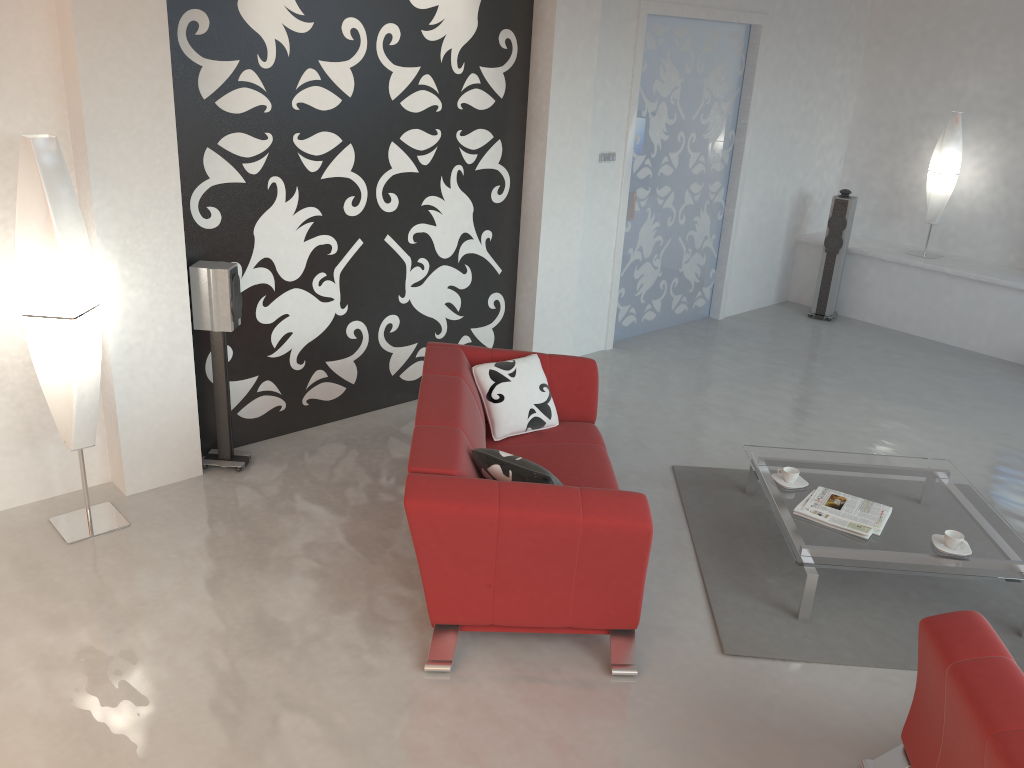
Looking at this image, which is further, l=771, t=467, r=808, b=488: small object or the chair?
l=771, t=467, r=808, b=488: small object

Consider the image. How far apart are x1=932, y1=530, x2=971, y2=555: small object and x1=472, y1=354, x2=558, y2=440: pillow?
1.8m

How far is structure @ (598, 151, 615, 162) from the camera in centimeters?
633cm

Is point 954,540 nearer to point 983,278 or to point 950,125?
point 983,278

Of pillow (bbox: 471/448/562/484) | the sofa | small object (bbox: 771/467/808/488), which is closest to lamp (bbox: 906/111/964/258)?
small object (bbox: 771/467/808/488)

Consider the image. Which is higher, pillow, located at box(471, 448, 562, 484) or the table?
pillow, located at box(471, 448, 562, 484)

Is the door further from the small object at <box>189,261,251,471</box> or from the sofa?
the small object at <box>189,261,251,471</box>

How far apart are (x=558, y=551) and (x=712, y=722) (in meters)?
0.82

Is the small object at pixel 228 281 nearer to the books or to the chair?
the books

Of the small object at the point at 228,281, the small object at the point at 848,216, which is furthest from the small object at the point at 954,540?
the small object at the point at 848,216
